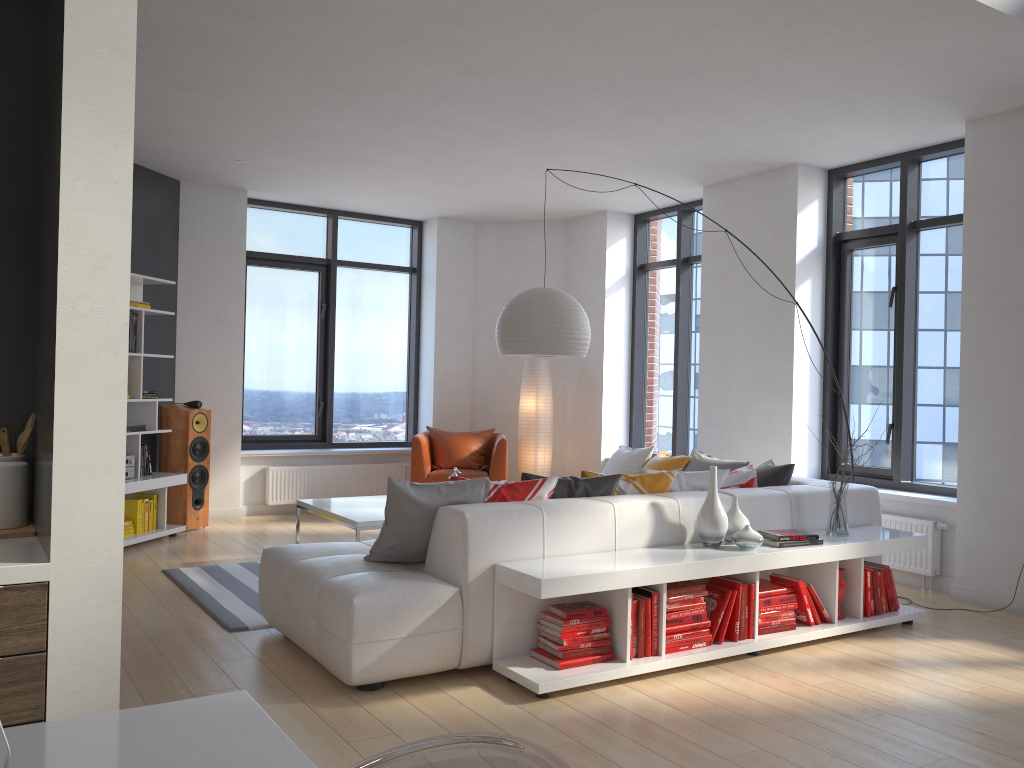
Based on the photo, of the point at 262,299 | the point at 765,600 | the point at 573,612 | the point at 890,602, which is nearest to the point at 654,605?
the point at 573,612

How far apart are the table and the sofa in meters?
0.7 m

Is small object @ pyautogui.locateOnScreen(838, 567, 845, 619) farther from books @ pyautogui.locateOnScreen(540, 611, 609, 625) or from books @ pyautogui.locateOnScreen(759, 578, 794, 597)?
books @ pyautogui.locateOnScreen(540, 611, 609, 625)

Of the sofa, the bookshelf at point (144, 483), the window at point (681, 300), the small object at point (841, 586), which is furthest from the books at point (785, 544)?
the bookshelf at point (144, 483)

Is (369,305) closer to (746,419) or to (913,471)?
(746,419)

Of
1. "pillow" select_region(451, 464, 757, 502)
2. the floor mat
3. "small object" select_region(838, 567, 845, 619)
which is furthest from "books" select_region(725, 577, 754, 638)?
the floor mat

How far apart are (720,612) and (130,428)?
4.71m

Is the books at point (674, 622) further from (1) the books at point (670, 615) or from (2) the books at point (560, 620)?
(2) the books at point (560, 620)

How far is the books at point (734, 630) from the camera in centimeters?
421cm

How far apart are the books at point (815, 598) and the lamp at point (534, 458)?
4.32m
